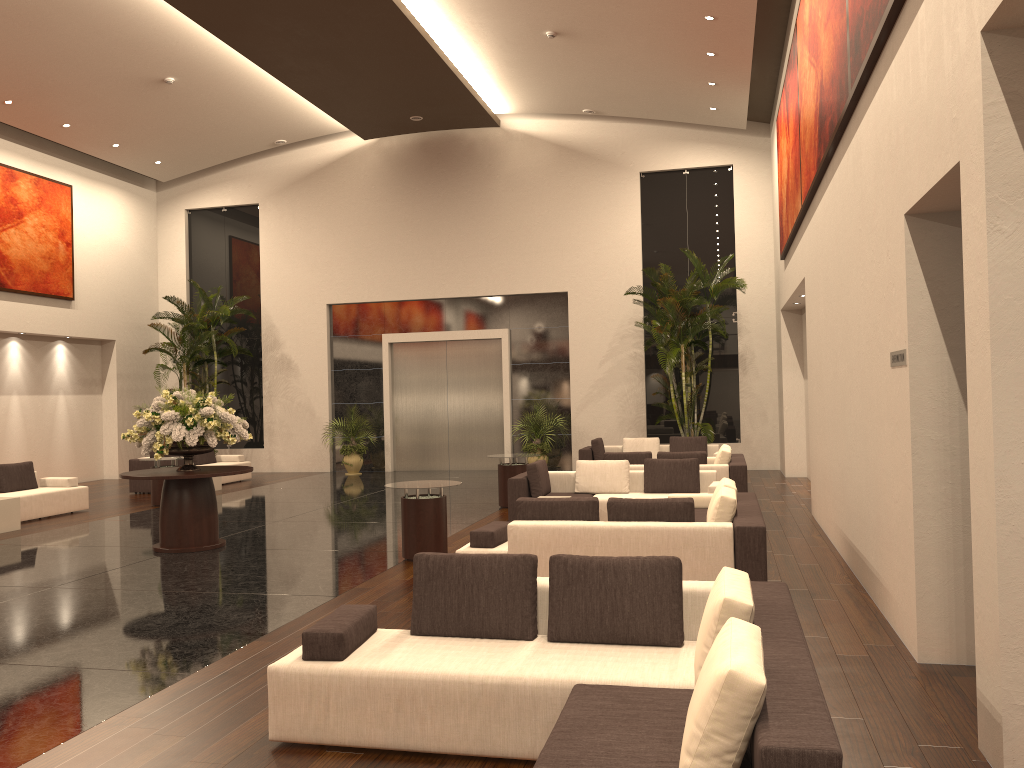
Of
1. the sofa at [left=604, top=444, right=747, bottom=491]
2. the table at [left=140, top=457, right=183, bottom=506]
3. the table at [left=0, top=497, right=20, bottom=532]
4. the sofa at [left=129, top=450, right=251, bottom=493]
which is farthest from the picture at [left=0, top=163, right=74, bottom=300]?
the sofa at [left=604, top=444, right=747, bottom=491]

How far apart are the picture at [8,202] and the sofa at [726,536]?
14.1 meters

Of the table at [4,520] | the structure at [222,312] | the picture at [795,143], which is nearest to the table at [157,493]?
the table at [4,520]

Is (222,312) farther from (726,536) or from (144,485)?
(726,536)

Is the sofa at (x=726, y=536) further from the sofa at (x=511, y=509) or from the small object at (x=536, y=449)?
the small object at (x=536, y=449)

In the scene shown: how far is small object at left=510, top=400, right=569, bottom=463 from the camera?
19.1m

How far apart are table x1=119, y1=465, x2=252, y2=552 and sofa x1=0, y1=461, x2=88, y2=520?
4.1 meters

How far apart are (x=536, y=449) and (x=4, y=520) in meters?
10.2

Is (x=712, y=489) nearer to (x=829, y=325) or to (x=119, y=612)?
(x=829, y=325)

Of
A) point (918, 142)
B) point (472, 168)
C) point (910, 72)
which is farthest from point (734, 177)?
point (918, 142)
